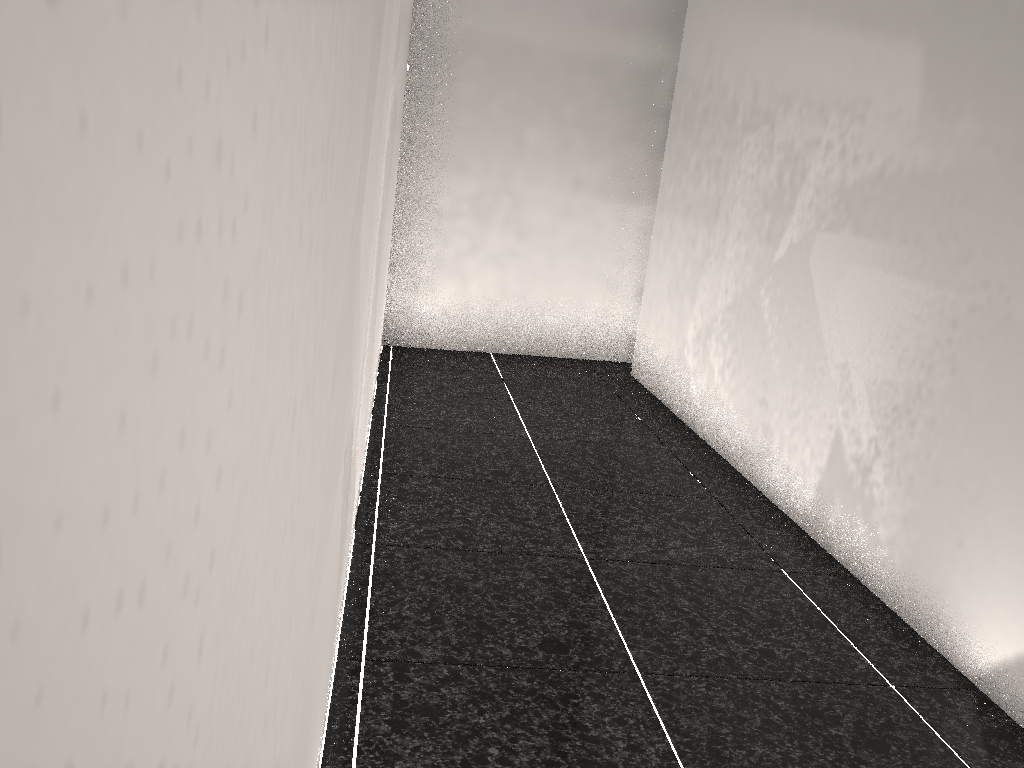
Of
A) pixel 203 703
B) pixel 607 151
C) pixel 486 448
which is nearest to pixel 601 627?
pixel 486 448
